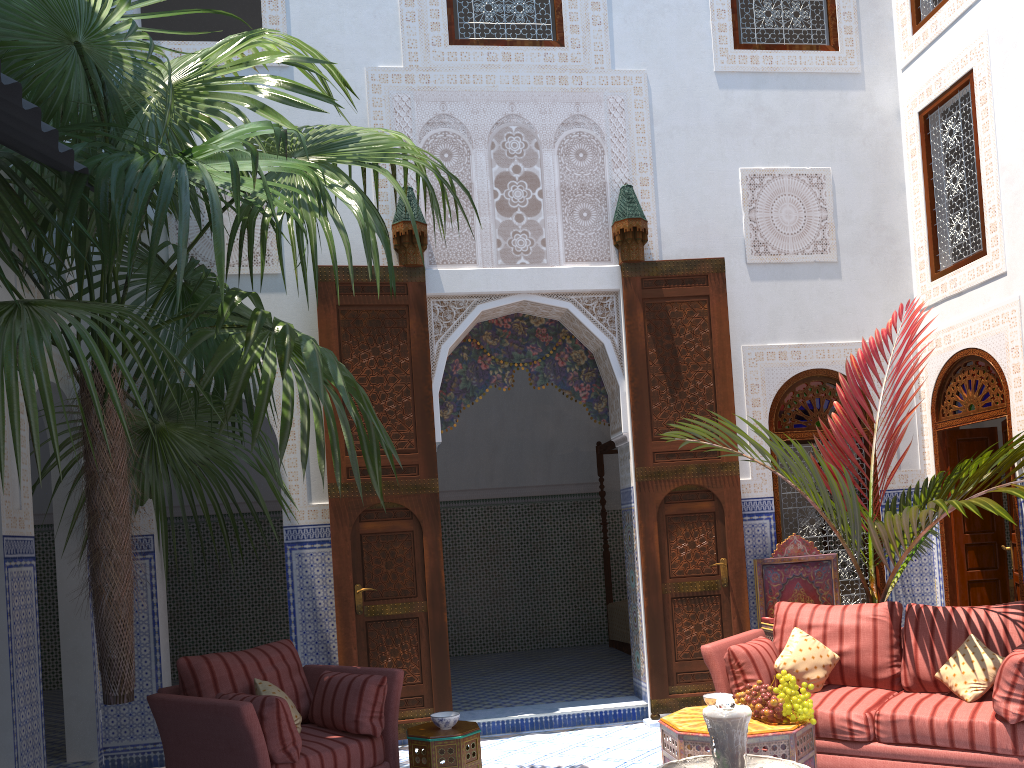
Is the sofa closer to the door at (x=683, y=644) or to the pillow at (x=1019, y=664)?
the pillow at (x=1019, y=664)

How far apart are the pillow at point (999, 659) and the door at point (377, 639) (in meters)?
2.27

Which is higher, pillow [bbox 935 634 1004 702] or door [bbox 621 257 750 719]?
door [bbox 621 257 750 719]

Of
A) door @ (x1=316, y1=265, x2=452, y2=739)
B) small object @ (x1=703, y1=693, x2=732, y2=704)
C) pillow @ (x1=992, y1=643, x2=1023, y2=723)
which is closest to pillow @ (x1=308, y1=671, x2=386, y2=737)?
door @ (x1=316, y1=265, x2=452, y2=739)

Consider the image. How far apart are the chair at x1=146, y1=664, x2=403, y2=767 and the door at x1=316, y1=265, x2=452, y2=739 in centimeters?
58cm

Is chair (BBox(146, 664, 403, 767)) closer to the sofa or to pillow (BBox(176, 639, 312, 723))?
pillow (BBox(176, 639, 312, 723))

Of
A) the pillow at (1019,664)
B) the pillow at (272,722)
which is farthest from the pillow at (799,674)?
the pillow at (272,722)

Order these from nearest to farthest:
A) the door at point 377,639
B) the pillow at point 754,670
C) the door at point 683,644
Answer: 1. the pillow at point 754,670
2. the door at point 377,639
3. the door at point 683,644

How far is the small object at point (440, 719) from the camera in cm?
325

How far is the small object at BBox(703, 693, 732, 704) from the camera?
3.3m
